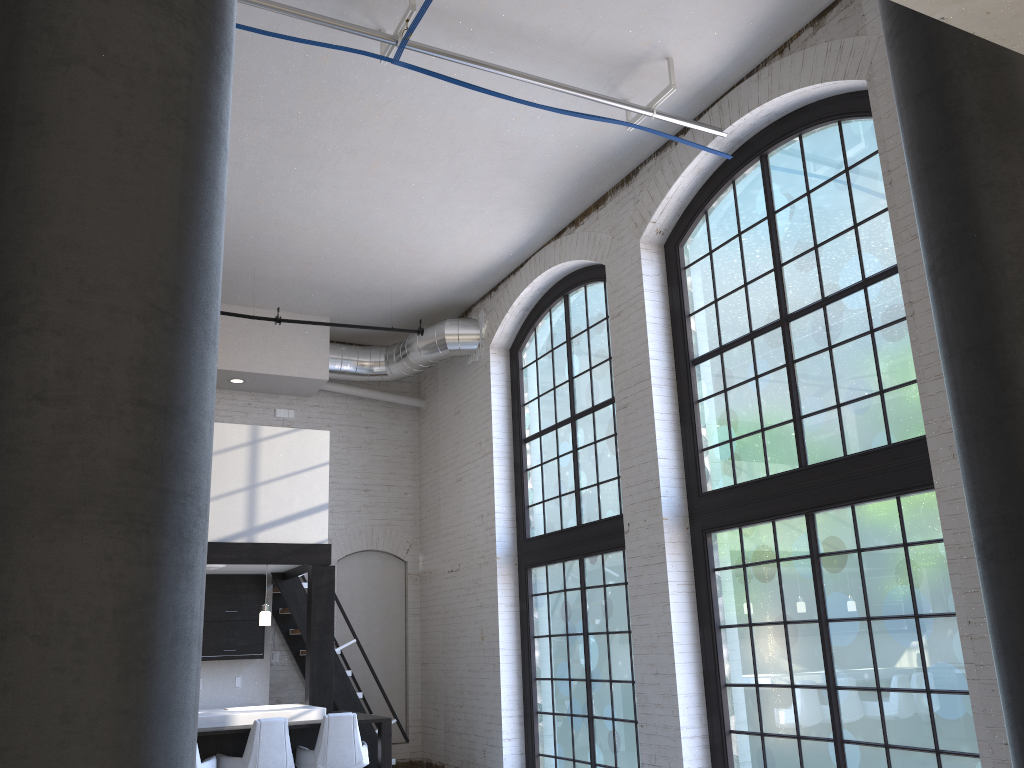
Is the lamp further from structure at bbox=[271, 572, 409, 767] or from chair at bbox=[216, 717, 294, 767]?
structure at bbox=[271, 572, 409, 767]

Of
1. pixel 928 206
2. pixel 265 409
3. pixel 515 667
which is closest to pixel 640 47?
pixel 928 206

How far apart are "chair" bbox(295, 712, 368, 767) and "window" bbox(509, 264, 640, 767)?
2.17m

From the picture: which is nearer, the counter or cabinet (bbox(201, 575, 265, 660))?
the counter

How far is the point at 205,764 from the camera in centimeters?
639cm

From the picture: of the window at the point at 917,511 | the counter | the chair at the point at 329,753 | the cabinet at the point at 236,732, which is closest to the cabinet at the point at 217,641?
the counter

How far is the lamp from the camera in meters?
8.0

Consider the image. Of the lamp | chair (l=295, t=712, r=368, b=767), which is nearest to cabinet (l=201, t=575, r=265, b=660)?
the lamp

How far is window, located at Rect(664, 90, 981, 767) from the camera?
5.3 meters

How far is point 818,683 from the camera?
5.8 meters
